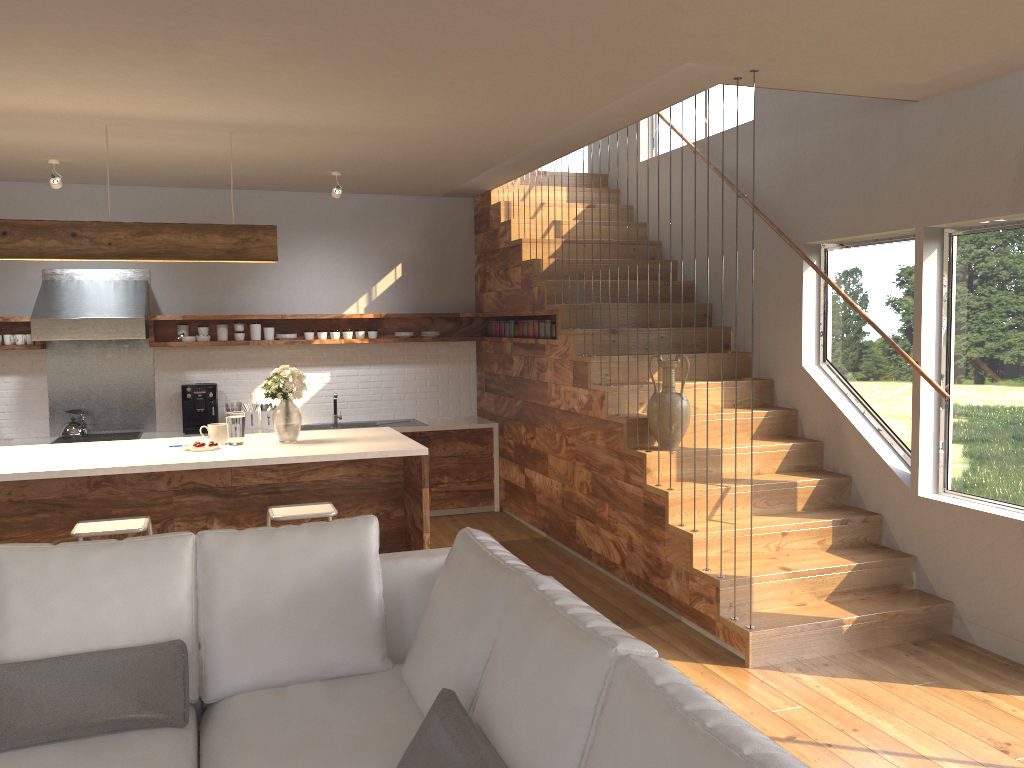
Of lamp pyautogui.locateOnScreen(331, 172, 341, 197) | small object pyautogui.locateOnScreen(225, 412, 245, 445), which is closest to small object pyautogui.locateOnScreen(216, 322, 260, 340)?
lamp pyautogui.locateOnScreen(331, 172, 341, 197)

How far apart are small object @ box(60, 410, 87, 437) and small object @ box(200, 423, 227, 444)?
2.5 meters

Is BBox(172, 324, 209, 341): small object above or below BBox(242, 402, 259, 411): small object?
above

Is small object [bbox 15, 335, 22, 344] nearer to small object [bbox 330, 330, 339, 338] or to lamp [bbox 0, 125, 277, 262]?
small object [bbox 330, 330, 339, 338]

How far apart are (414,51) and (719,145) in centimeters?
358cm

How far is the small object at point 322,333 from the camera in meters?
7.6 m

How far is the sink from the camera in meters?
7.7

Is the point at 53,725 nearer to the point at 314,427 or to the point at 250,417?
the point at 250,417

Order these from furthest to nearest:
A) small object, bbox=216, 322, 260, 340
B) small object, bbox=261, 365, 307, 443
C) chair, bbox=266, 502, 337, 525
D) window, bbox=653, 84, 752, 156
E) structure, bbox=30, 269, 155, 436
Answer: small object, bbox=216, 322, 260, 340 < structure, bbox=30, 269, 155, 436 < window, bbox=653, 84, 752, 156 < small object, bbox=261, 365, 307, 443 < chair, bbox=266, 502, 337, 525

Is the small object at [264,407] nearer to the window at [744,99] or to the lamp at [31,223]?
the lamp at [31,223]
